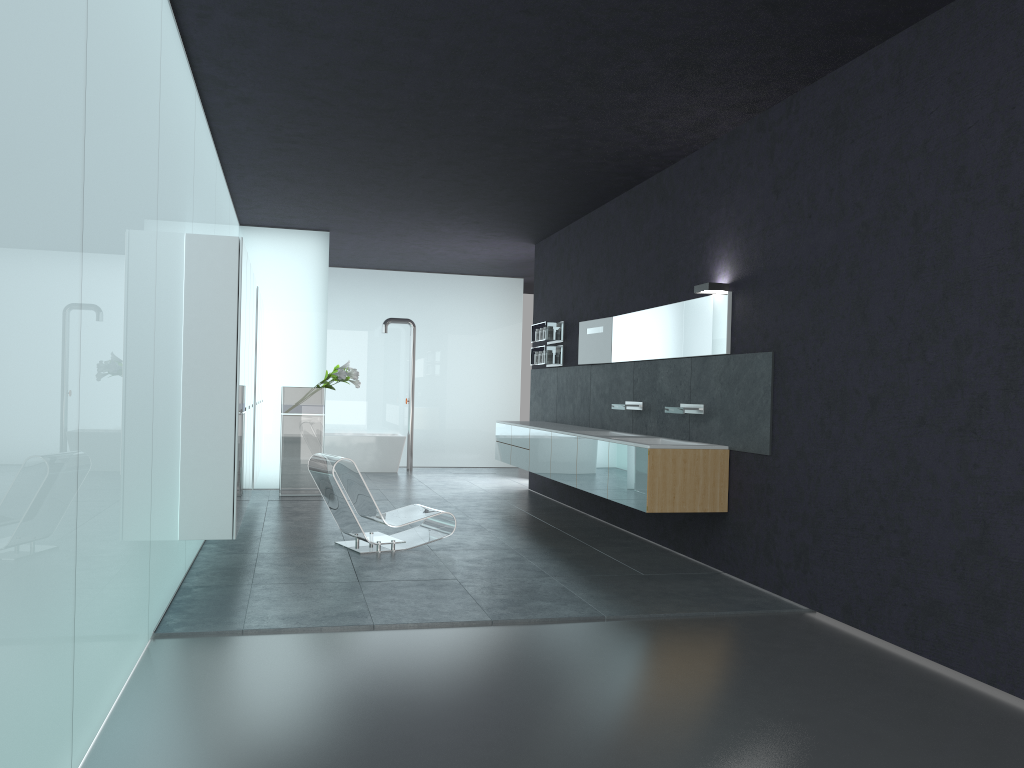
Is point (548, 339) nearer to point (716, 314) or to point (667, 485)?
point (716, 314)

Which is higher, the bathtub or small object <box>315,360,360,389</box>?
small object <box>315,360,360,389</box>

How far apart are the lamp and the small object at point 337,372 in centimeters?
579cm

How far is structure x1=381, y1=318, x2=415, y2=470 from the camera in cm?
1627

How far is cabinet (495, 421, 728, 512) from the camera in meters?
7.3

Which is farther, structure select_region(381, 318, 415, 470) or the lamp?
structure select_region(381, 318, 415, 470)

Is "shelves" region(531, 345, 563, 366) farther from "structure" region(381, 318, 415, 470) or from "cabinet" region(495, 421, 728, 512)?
"structure" region(381, 318, 415, 470)

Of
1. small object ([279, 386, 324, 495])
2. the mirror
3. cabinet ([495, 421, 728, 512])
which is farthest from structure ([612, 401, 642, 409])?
small object ([279, 386, 324, 495])

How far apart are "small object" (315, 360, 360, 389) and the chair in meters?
3.7 m

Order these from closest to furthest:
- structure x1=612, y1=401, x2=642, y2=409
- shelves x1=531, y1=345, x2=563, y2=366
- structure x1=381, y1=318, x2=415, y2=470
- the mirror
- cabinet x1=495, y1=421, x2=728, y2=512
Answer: cabinet x1=495, y1=421, x2=728, y2=512
the mirror
structure x1=612, y1=401, x2=642, y2=409
shelves x1=531, y1=345, x2=563, y2=366
structure x1=381, y1=318, x2=415, y2=470
